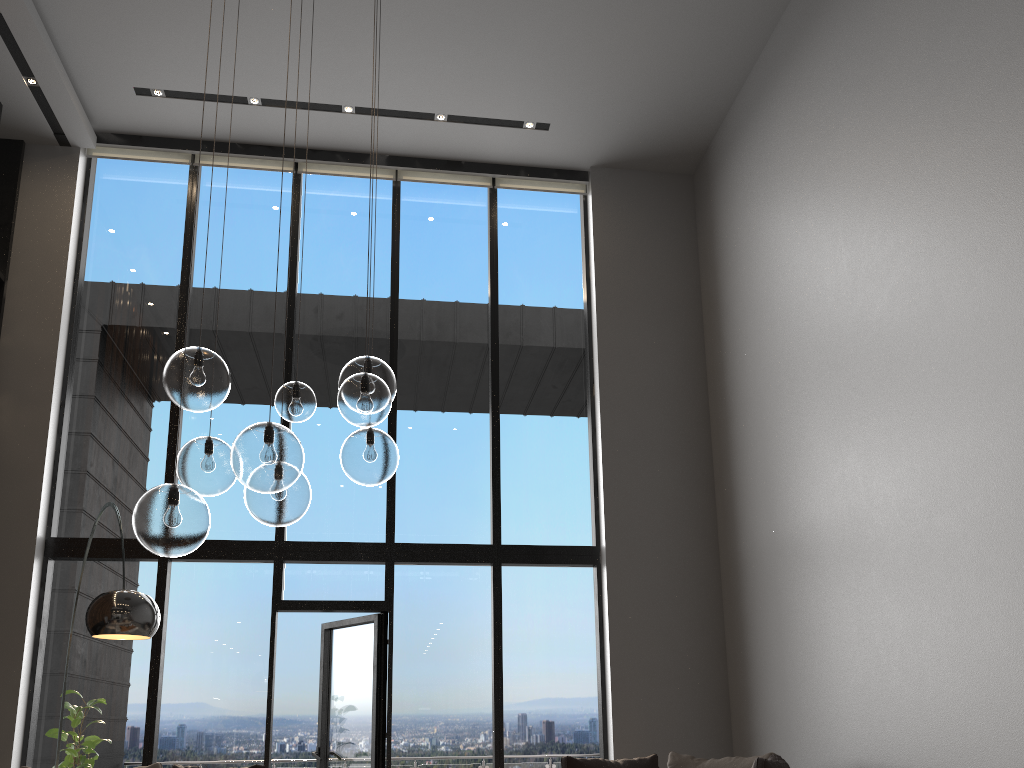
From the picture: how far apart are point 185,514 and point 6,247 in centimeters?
549cm

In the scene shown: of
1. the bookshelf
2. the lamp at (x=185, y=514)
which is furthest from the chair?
the bookshelf

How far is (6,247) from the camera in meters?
7.0 m

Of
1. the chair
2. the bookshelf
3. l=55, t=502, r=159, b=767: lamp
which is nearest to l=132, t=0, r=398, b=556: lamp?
l=55, t=502, r=159, b=767: lamp

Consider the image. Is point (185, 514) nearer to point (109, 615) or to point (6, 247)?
point (109, 615)

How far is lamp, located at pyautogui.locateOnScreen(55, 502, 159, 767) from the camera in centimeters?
383cm

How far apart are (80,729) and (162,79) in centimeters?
493cm

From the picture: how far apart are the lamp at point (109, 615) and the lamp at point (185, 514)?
0.9m

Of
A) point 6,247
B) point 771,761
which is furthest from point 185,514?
point 6,247

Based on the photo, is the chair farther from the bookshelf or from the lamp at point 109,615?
the bookshelf
